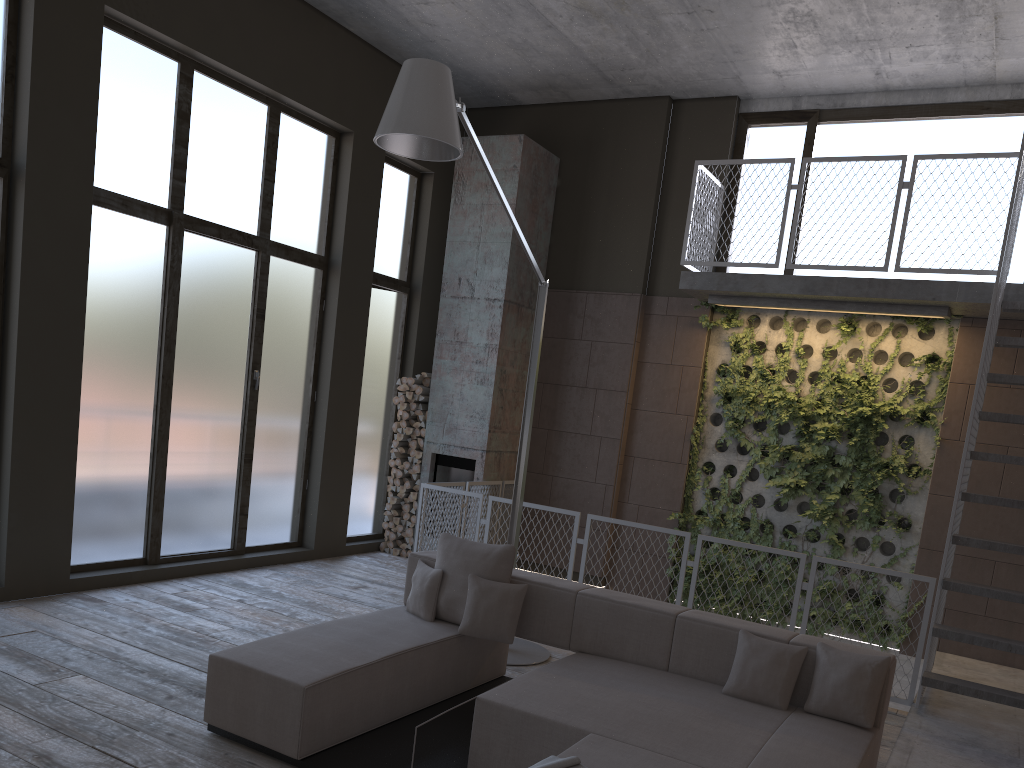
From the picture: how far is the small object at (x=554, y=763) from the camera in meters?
3.2

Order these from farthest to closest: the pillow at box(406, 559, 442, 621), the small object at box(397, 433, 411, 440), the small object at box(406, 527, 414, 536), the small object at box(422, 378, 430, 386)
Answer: the small object at box(422, 378, 430, 386), the small object at box(397, 433, 411, 440), the small object at box(406, 527, 414, 536), the pillow at box(406, 559, 442, 621)

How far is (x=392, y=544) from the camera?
9.78m

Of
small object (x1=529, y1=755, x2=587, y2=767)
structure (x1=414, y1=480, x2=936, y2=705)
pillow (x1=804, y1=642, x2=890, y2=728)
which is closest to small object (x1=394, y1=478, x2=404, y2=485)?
structure (x1=414, y1=480, x2=936, y2=705)

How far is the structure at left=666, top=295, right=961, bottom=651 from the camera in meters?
8.1

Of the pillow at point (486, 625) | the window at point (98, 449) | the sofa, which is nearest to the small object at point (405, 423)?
the window at point (98, 449)

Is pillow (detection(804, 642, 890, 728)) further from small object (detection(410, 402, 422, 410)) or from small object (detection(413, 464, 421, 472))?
small object (detection(410, 402, 422, 410))

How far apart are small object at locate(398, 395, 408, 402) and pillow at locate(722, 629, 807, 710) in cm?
582

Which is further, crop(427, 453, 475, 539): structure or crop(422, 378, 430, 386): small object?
crop(422, 378, 430, 386): small object

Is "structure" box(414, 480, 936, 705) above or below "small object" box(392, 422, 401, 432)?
below
